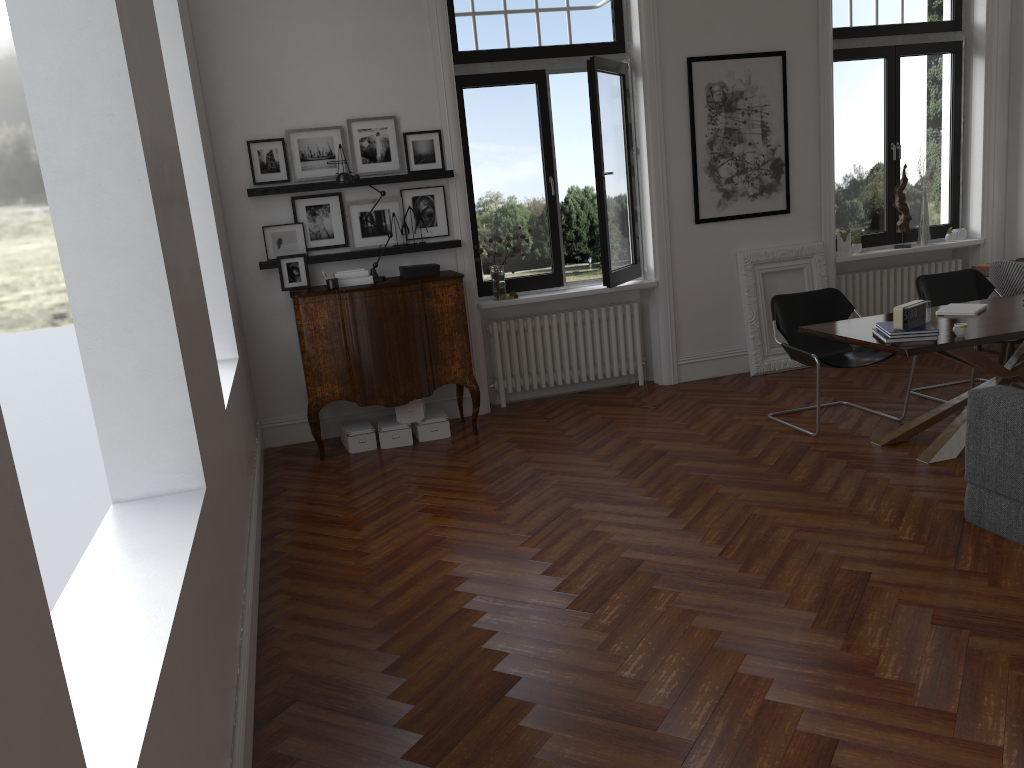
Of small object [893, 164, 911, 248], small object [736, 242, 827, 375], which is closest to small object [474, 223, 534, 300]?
small object [736, 242, 827, 375]

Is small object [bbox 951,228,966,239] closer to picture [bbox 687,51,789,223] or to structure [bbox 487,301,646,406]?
picture [bbox 687,51,789,223]

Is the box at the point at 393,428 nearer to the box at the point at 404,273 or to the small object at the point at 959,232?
the box at the point at 404,273

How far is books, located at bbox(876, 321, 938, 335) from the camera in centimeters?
478cm

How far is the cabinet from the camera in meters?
6.2 m

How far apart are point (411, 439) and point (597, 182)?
2.45m

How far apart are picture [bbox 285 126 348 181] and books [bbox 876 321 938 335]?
4.0m

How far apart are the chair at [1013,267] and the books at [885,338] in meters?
2.3

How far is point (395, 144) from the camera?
6.7m

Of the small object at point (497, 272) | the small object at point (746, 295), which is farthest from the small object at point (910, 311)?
the small object at point (497, 272)
